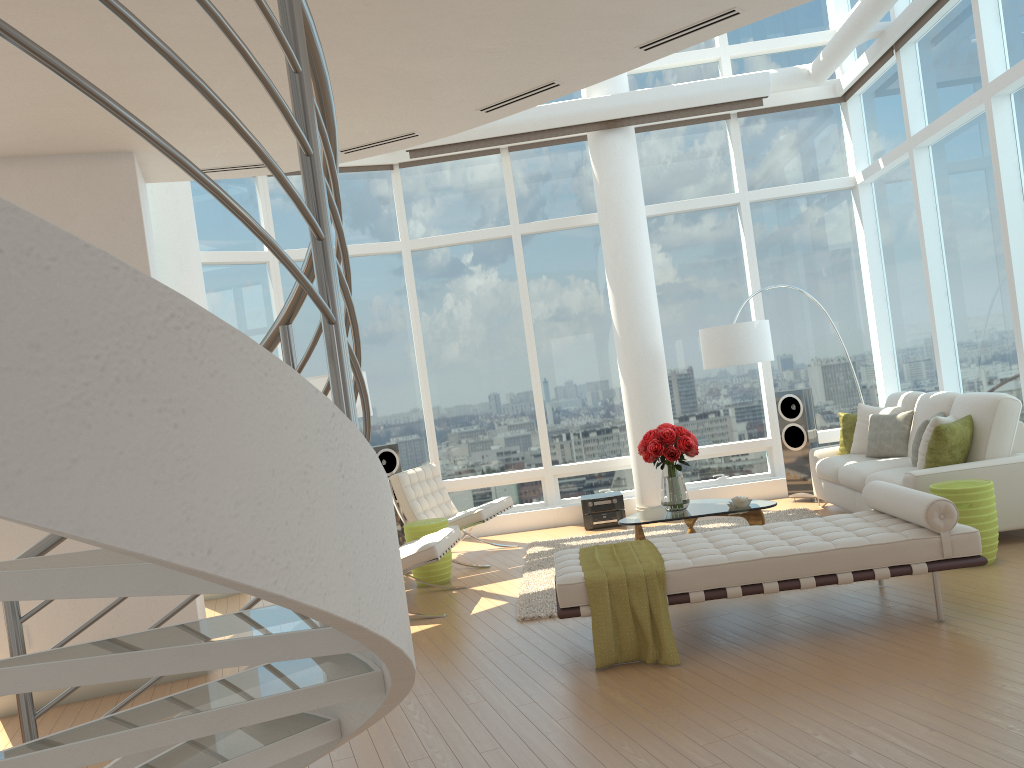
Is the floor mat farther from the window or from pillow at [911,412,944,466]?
pillow at [911,412,944,466]

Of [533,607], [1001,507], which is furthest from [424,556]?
[1001,507]

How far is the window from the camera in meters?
7.7 m

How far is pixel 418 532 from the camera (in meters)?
7.41

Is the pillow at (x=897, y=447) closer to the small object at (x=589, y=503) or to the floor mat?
the floor mat

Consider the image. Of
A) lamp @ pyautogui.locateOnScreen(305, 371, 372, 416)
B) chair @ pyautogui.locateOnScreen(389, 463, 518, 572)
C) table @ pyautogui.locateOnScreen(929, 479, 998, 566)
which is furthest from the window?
lamp @ pyautogui.locateOnScreen(305, 371, 372, 416)

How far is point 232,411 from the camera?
1.24m

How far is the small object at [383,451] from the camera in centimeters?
919cm

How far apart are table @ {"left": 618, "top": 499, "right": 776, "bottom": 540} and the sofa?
0.87m

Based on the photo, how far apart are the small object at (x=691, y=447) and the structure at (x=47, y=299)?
4.80m
